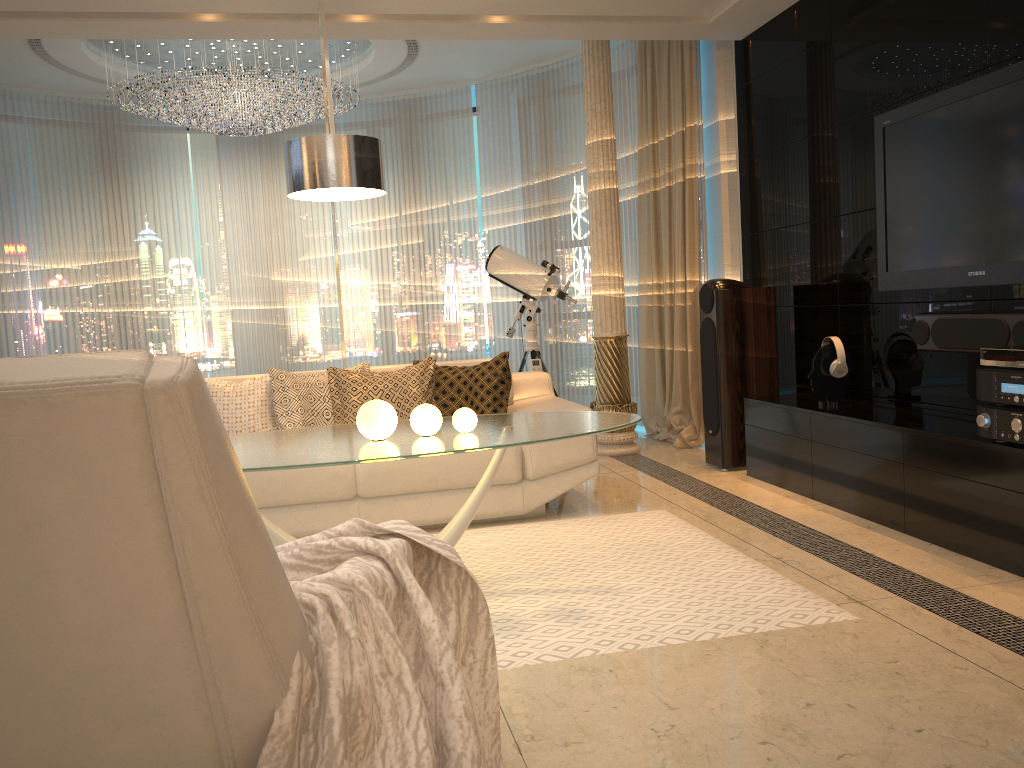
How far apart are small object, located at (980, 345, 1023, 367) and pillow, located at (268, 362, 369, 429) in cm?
Result: 292

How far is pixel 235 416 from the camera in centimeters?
440cm

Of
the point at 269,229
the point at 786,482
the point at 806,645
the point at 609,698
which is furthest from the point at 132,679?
the point at 269,229

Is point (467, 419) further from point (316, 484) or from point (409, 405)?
point (409, 405)

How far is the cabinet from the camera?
3.12m

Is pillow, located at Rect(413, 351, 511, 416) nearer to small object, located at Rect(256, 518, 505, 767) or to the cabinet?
the cabinet

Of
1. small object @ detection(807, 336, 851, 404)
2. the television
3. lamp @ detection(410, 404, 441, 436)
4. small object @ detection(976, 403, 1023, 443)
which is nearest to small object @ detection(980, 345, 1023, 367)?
small object @ detection(976, 403, 1023, 443)

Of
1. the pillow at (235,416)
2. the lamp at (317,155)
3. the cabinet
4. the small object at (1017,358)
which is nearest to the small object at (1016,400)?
the small object at (1017,358)

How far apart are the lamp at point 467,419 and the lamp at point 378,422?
0.2m

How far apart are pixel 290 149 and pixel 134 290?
5.17m
